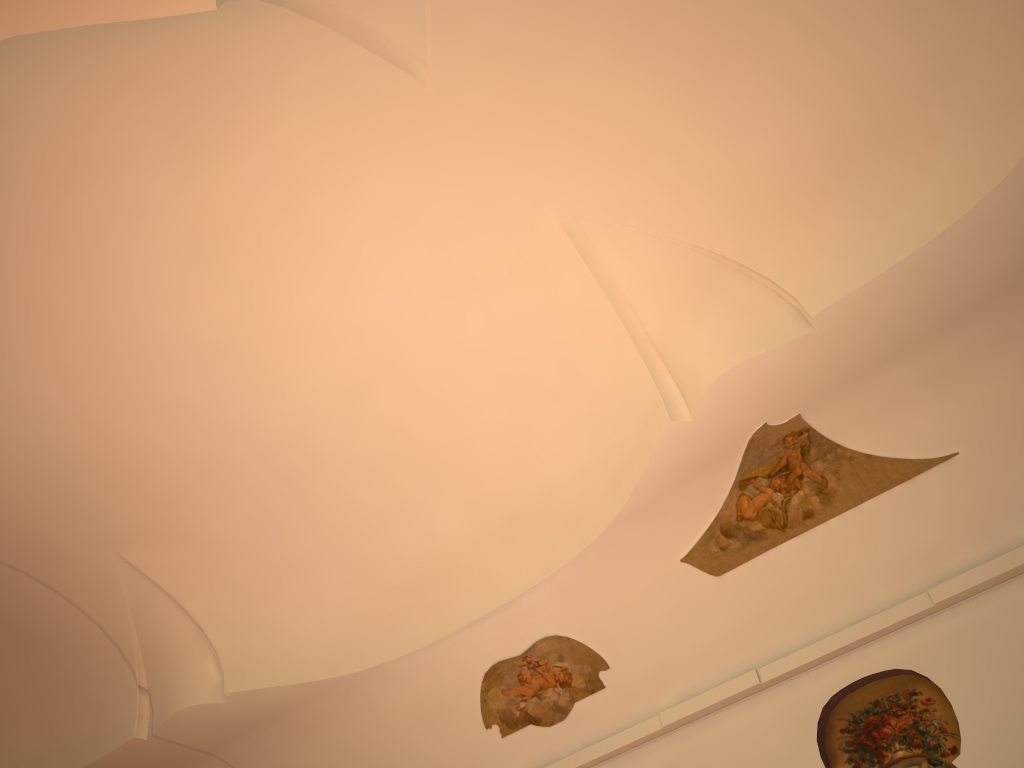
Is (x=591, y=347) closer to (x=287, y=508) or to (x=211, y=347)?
(x=211, y=347)

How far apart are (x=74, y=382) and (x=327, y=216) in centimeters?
325cm
